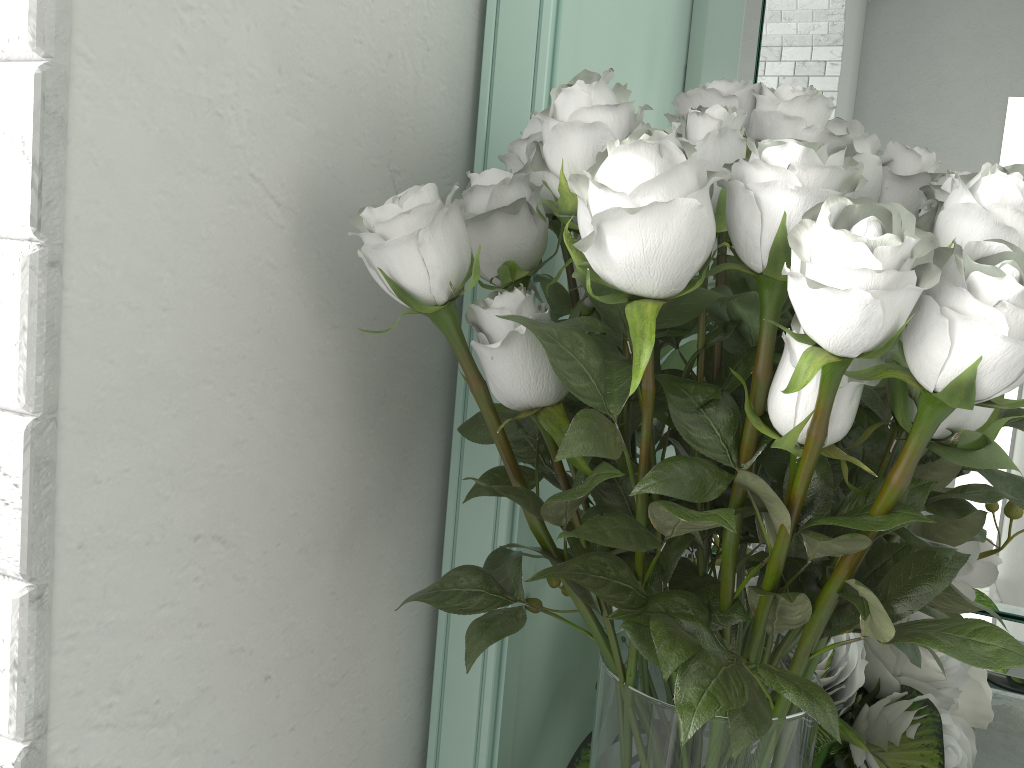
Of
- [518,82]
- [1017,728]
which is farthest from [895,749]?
[518,82]

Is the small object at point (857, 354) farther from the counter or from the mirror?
the counter

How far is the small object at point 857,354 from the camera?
0.34m

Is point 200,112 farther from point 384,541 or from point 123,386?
point 384,541

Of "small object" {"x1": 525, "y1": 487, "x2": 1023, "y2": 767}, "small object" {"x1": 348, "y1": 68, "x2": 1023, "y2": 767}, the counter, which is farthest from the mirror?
"small object" {"x1": 348, "y1": 68, "x2": 1023, "y2": 767}

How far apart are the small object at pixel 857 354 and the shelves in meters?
0.1 m

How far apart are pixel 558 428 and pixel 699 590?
0.12m

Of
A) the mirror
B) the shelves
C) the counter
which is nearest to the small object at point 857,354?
the shelves

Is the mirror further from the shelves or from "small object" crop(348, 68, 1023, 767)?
"small object" crop(348, 68, 1023, 767)

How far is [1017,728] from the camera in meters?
0.9
